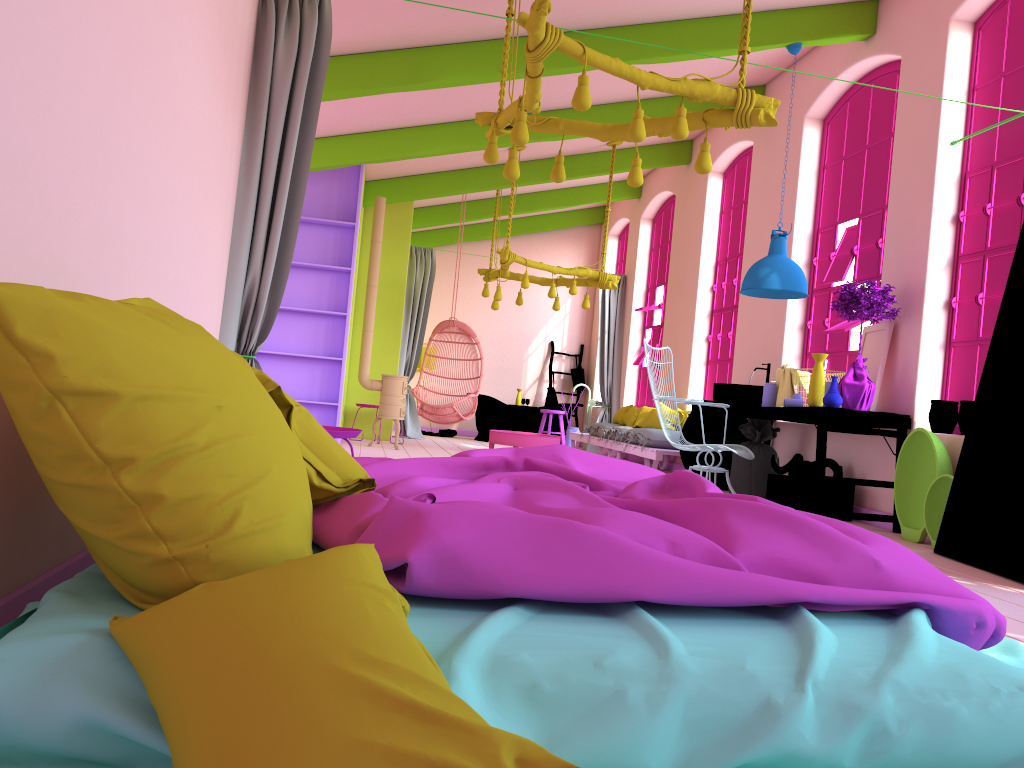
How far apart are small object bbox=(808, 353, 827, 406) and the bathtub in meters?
7.6

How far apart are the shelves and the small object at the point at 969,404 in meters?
5.8 m

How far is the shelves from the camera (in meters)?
9.30

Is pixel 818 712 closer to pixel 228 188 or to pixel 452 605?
pixel 452 605

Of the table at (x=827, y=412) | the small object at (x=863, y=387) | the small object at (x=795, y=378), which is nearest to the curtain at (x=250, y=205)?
the table at (x=827, y=412)

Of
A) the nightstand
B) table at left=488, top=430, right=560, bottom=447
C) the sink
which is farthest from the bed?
table at left=488, top=430, right=560, bottom=447

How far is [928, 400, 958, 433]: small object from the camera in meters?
5.9

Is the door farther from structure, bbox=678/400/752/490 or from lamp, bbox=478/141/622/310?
lamp, bbox=478/141/622/310

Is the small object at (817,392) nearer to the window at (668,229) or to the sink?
the sink

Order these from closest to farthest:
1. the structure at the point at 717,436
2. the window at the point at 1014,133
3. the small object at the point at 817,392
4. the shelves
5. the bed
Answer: the bed < the window at the point at 1014,133 < the small object at the point at 817,392 < the structure at the point at 717,436 < the shelves
